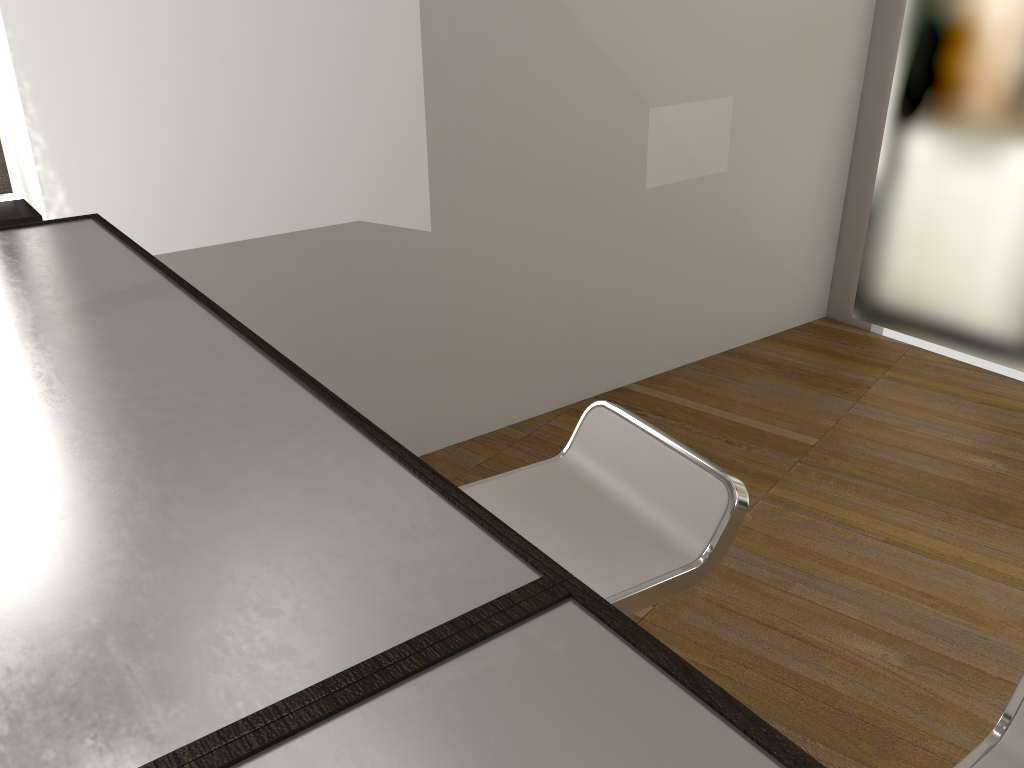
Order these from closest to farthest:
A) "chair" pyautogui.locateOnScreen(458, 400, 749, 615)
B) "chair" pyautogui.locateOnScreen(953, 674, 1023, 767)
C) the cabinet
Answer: the cabinet → "chair" pyautogui.locateOnScreen(953, 674, 1023, 767) → "chair" pyautogui.locateOnScreen(458, 400, 749, 615)

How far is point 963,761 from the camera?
1.0m

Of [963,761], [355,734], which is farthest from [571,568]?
[355,734]

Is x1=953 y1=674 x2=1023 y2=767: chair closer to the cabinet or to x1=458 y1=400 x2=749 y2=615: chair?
x1=458 y1=400 x2=749 y2=615: chair

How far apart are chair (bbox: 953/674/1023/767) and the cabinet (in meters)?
0.62

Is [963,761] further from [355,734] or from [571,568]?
[355,734]

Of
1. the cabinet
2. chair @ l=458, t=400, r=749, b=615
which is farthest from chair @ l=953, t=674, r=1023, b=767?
the cabinet

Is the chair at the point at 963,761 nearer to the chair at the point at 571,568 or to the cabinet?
the chair at the point at 571,568

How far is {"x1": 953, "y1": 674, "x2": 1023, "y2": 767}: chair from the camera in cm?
103

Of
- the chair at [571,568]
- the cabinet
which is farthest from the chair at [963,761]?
the cabinet
